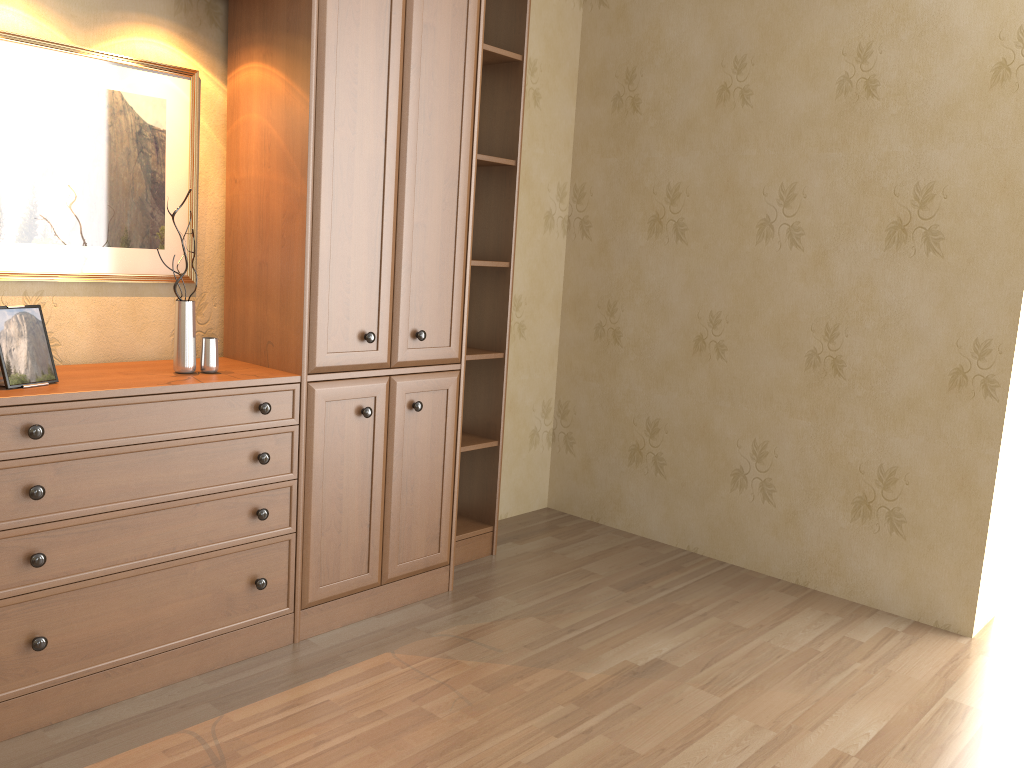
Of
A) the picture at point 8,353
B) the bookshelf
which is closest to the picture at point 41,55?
the bookshelf

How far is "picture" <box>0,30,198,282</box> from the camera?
2.34m

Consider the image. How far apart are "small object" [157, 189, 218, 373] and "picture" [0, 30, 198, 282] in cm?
30

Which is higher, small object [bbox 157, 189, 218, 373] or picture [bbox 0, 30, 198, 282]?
picture [bbox 0, 30, 198, 282]

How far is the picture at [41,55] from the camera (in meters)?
2.34

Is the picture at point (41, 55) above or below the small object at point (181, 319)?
above

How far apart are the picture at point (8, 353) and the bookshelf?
0.04m

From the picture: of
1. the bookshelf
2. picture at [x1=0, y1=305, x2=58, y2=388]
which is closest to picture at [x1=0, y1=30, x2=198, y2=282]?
the bookshelf

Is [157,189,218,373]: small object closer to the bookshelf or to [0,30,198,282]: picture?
the bookshelf

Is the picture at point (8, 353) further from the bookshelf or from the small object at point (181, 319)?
the small object at point (181, 319)
